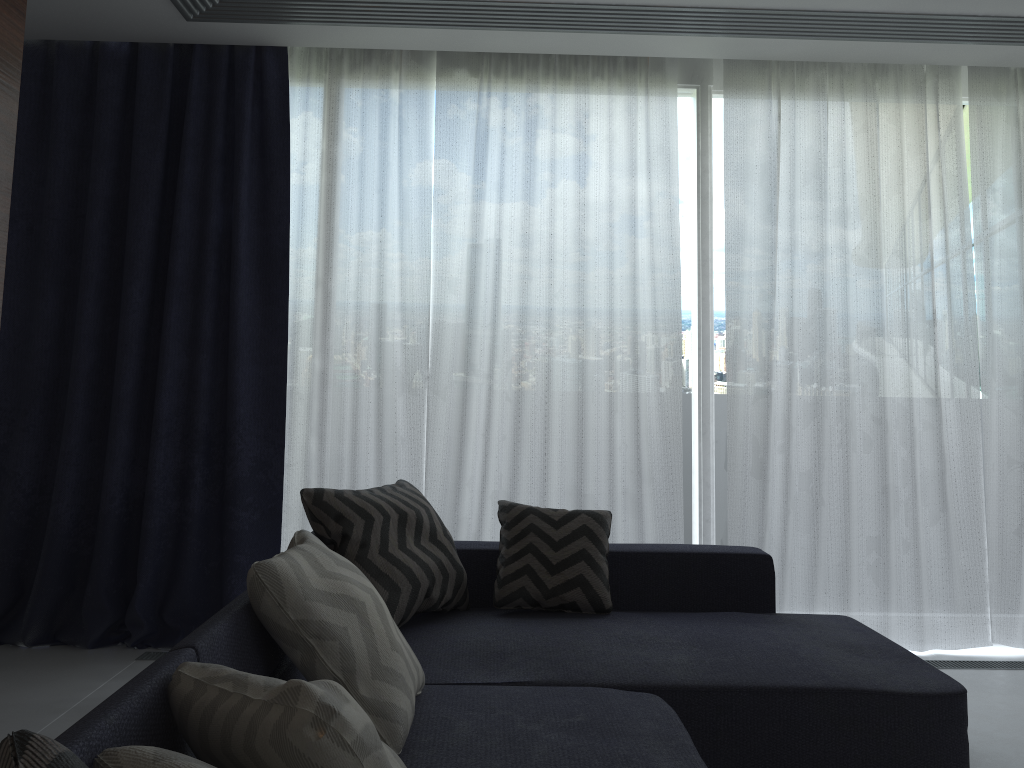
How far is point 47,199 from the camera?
3.7m

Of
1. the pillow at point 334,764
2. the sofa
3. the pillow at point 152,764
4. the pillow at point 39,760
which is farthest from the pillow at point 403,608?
the pillow at point 39,760

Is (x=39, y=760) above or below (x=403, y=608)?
above

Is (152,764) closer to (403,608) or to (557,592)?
(403,608)

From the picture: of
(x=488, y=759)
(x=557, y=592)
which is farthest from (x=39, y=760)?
(x=557, y=592)

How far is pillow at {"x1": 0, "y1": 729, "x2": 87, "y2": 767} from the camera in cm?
88

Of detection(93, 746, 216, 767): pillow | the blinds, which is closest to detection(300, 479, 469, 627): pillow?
the blinds

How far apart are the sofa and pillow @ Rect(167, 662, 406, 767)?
0.0 meters

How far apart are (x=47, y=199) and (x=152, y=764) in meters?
3.3

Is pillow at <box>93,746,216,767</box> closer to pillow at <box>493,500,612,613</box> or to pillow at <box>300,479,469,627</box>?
pillow at <box>300,479,469,627</box>
